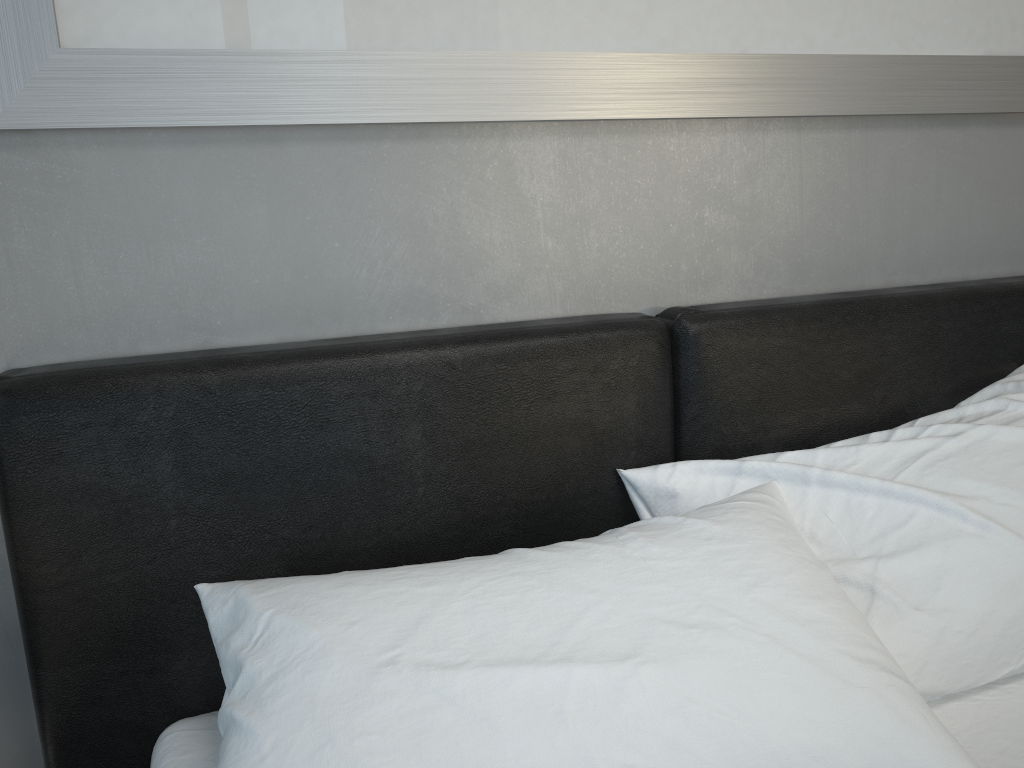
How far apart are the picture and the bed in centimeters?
30cm

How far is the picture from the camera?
1.1 meters

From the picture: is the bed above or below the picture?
below

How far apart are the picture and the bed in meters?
0.3 m

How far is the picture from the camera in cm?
111

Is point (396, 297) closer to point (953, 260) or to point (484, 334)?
point (484, 334)

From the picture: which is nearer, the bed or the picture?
the bed

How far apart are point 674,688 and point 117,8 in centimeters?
105cm

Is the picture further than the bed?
Yes
